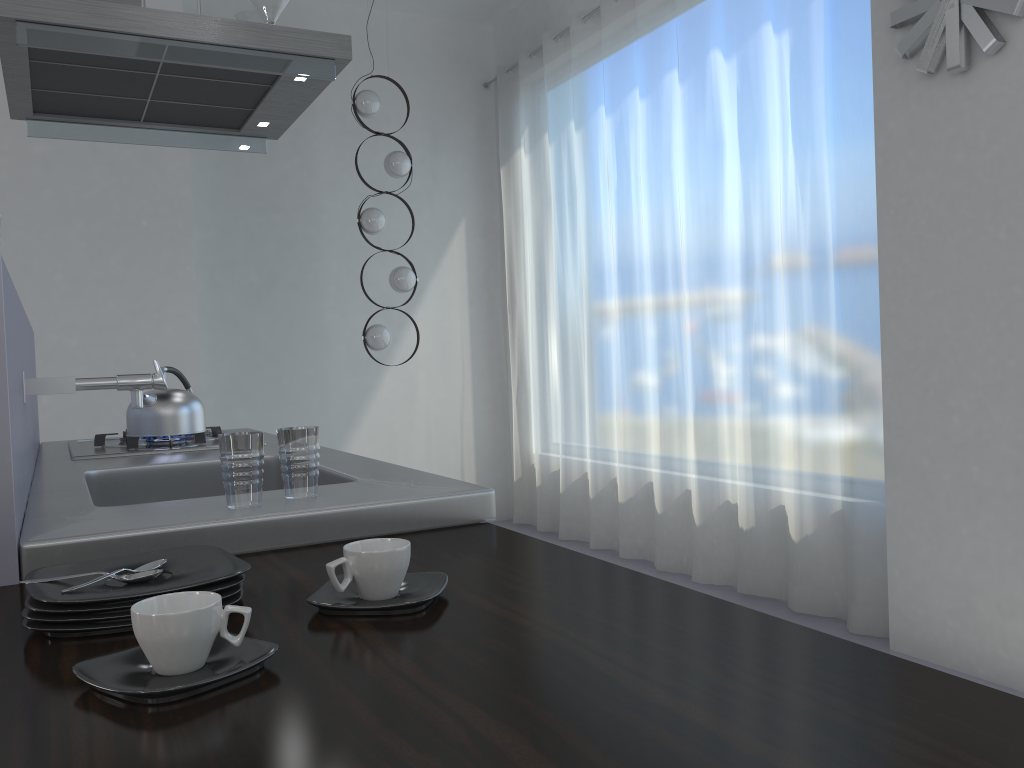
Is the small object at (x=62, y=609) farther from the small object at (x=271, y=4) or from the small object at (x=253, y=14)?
the small object at (x=253, y=14)

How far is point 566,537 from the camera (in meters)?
5.47

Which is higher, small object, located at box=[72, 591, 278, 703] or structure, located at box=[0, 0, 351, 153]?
structure, located at box=[0, 0, 351, 153]

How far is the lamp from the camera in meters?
5.1

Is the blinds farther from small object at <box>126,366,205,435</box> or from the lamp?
small object at <box>126,366,205,435</box>

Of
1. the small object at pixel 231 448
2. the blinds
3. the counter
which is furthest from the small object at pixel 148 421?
the blinds

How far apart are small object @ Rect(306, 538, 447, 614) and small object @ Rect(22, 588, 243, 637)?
0.09m

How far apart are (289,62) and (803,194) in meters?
2.2 m

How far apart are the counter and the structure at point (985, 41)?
2.3m

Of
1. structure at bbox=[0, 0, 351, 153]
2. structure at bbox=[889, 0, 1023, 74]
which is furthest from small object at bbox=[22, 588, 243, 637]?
structure at bbox=[889, 0, 1023, 74]
